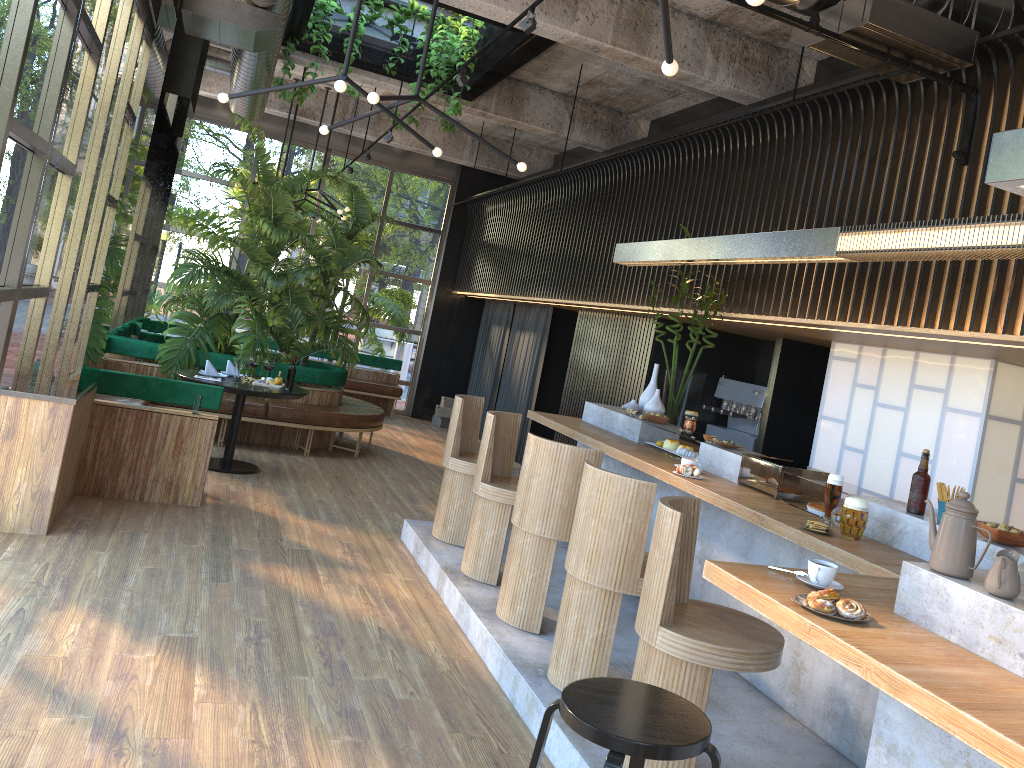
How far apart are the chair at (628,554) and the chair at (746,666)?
0.3 meters

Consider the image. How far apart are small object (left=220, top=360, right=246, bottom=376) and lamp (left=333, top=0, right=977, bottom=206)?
2.5m

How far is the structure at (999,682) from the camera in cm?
212

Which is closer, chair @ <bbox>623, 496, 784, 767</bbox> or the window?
chair @ <bbox>623, 496, 784, 767</bbox>

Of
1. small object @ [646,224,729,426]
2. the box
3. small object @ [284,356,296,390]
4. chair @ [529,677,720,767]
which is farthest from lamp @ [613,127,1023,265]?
the box

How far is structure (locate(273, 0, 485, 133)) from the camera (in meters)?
8.12

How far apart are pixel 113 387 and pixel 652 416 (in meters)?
3.66

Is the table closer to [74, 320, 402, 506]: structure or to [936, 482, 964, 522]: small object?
[74, 320, 402, 506]: structure

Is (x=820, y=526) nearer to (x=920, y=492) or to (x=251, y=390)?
(x=920, y=492)

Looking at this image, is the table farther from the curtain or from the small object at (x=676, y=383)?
the curtain
